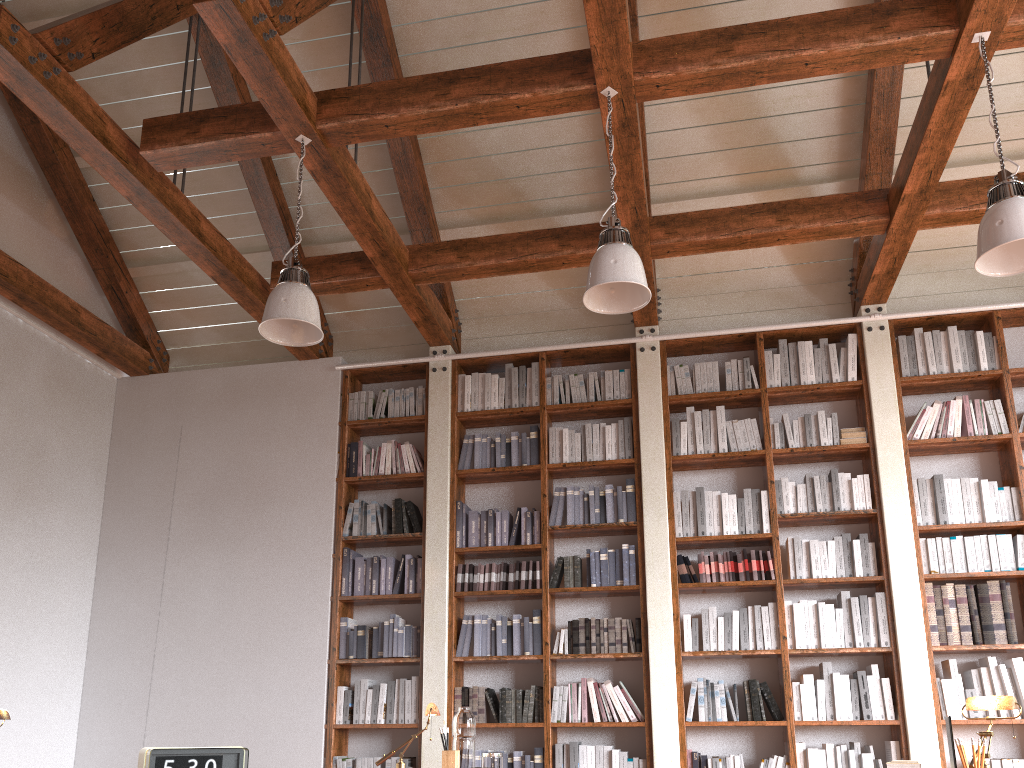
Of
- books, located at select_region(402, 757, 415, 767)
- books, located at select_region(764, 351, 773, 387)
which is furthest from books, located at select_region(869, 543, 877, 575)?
books, located at select_region(402, 757, 415, 767)

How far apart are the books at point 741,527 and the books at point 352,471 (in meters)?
2.70

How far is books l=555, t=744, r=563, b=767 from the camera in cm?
534

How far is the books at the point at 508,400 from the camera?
6.3 meters

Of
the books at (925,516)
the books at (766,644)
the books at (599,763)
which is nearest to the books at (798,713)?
the books at (766,644)

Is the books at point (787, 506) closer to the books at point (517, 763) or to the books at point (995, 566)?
the books at point (995, 566)

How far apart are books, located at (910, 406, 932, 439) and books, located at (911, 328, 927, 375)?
0.31m

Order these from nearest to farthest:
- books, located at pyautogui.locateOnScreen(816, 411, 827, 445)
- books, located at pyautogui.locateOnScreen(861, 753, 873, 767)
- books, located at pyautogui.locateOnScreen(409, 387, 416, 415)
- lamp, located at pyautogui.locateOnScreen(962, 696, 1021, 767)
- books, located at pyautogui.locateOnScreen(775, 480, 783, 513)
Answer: lamp, located at pyautogui.locateOnScreen(962, 696, 1021, 767)
books, located at pyautogui.locateOnScreen(861, 753, 873, 767)
books, located at pyautogui.locateOnScreen(775, 480, 783, 513)
books, located at pyautogui.locateOnScreen(816, 411, 827, 445)
books, located at pyautogui.locateOnScreen(409, 387, 416, 415)

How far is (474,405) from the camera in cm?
636

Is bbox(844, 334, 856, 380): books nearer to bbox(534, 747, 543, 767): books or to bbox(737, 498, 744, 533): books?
bbox(737, 498, 744, 533): books
